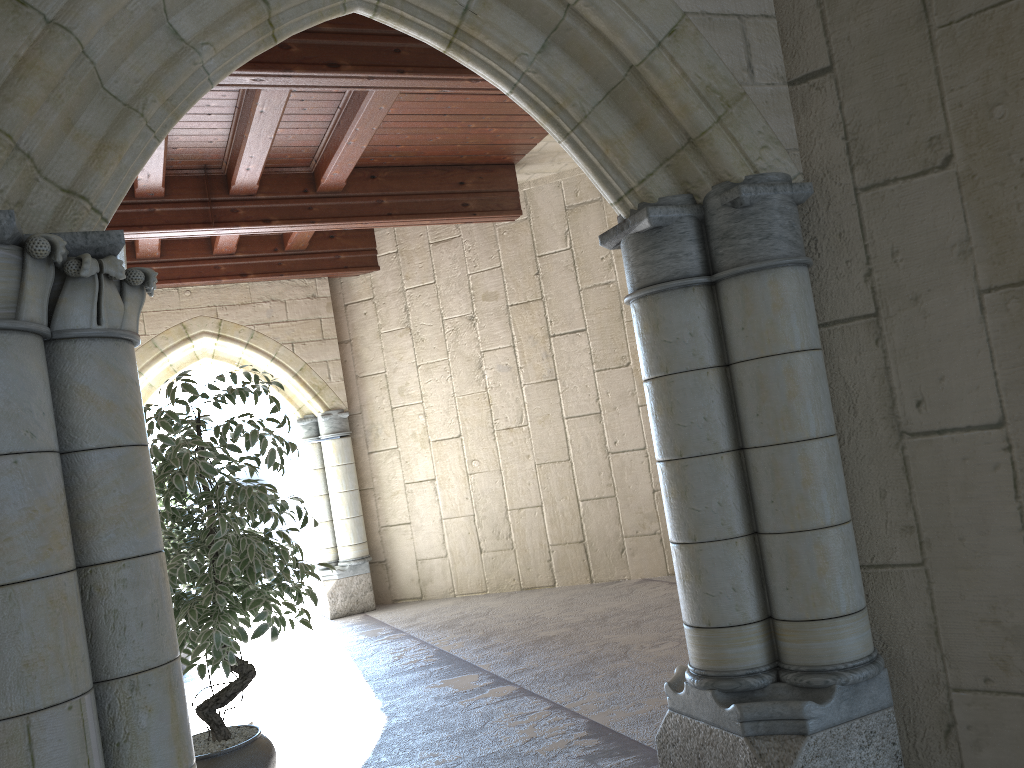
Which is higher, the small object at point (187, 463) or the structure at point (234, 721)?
the small object at point (187, 463)

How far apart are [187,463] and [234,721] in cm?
178

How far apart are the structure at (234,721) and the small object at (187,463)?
0.8m

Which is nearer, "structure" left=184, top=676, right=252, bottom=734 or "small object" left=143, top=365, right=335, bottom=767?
"small object" left=143, top=365, right=335, bottom=767

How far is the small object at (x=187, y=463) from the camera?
2.9m

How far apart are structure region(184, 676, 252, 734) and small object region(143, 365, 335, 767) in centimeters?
82cm

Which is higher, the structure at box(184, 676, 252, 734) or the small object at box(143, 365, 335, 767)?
the small object at box(143, 365, 335, 767)

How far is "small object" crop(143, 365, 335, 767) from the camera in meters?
2.9 m

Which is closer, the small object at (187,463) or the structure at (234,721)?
the small object at (187,463)
